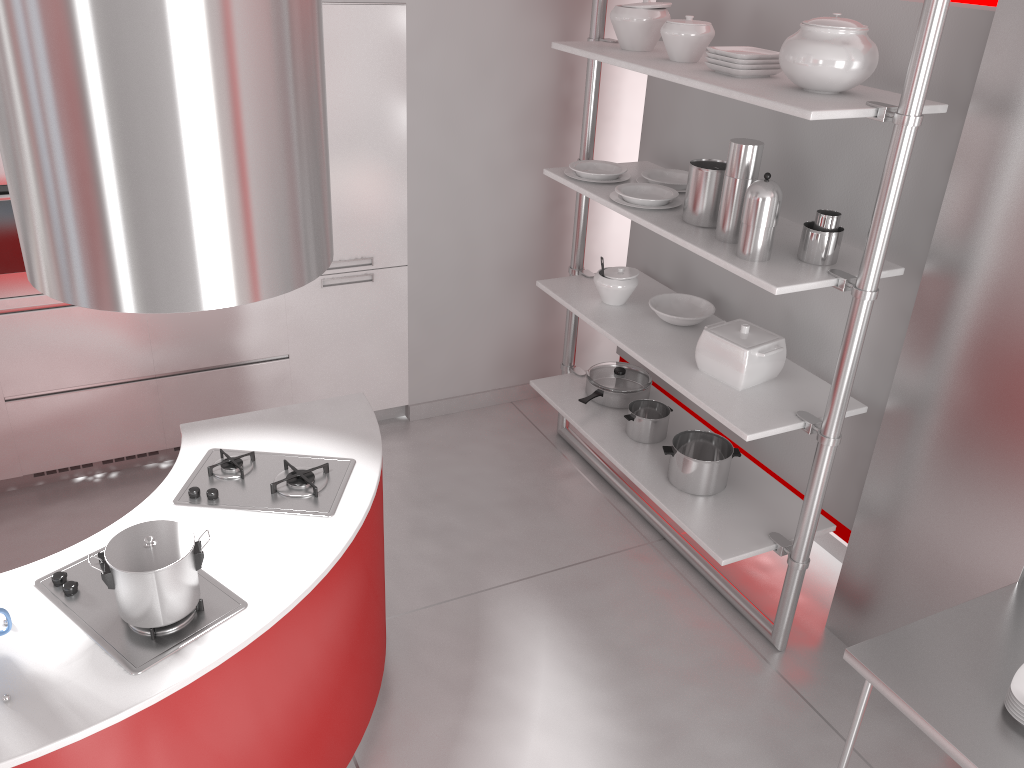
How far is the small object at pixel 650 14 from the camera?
3.3m

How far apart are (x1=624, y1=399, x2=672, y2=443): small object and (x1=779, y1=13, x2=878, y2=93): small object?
1.5 meters

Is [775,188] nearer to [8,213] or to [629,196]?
[629,196]

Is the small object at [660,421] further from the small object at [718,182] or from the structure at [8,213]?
the structure at [8,213]

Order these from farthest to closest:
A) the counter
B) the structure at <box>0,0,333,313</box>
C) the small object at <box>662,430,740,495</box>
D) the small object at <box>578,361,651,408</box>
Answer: the small object at <box>578,361,651,408</box>, the small object at <box>662,430,740,495</box>, the counter, the structure at <box>0,0,333,313</box>

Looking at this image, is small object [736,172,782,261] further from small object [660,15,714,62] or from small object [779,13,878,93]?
small object [660,15,714,62]

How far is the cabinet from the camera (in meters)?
3.74

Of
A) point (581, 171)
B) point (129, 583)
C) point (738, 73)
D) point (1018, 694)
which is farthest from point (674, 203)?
point (129, 583)

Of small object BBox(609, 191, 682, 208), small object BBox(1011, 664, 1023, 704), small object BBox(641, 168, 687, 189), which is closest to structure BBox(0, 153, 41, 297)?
small object BBox(609, 191, 682, 208)

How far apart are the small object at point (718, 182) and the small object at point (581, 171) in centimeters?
48cm
